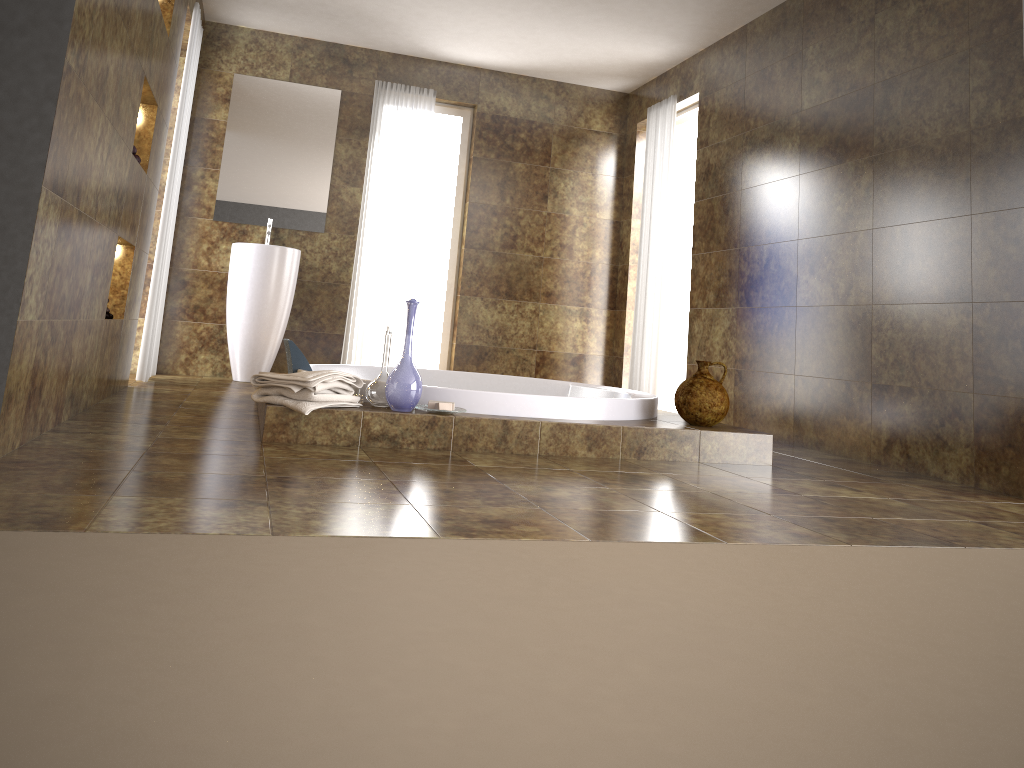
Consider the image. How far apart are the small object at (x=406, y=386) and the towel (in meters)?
0.12

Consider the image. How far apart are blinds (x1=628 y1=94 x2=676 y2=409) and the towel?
3.2 meters

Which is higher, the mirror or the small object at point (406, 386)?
the mirror

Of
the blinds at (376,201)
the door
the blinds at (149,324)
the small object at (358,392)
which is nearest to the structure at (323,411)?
the small object at (358,392)

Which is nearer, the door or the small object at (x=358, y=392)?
the small object at (x=358, y=392)

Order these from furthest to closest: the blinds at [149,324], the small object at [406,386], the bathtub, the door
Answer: the door
the blinds at [149,324]
the bathtub
the small object at [406,386]

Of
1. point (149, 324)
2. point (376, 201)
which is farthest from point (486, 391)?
point (376, 201)

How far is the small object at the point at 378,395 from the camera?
3.33m

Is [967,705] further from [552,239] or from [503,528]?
[552,239]

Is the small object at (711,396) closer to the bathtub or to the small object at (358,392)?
the bathtub
